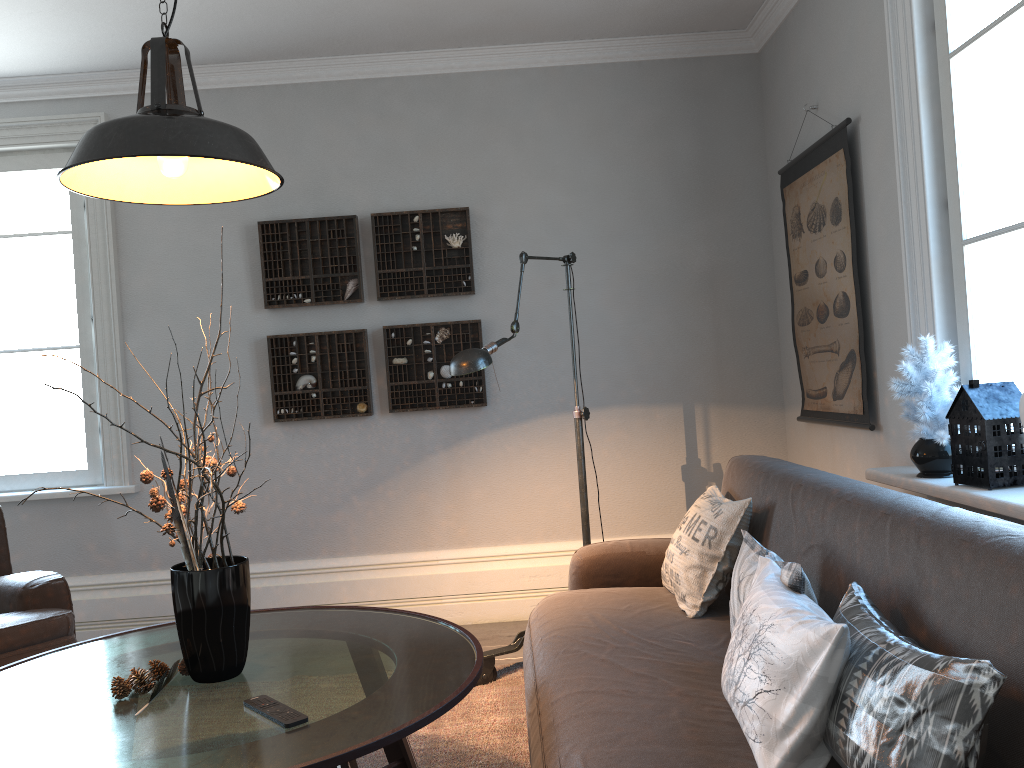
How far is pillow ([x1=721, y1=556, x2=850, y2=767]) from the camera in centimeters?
146cm

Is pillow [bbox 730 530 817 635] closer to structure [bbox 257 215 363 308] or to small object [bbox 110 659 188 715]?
small object [bbox 110 659 188 715]

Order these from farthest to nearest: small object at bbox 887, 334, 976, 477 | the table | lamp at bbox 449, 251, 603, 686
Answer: lamp at bbox 449, 251, 603, 686 → small object at bbox 887, 334, 976, 477 → the table

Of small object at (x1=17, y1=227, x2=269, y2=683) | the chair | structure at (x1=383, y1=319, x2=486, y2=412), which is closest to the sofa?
small object at (x1=17, y1=227, x2=269, y2=683)

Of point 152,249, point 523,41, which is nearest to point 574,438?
point 523,41

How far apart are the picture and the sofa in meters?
0.4

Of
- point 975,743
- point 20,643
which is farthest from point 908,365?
point 20,643

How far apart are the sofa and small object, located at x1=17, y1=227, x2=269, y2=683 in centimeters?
70cm

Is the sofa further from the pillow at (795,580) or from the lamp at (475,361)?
the lamp at (475,361)

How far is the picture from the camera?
3.3 meters
